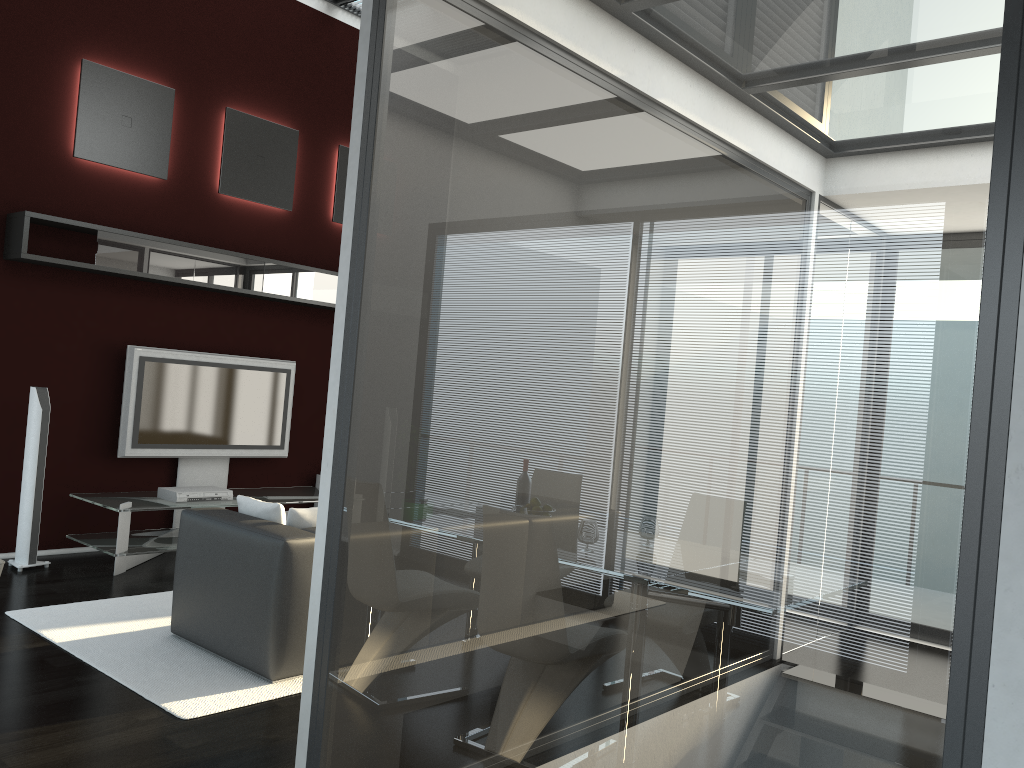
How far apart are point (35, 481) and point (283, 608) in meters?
2.7

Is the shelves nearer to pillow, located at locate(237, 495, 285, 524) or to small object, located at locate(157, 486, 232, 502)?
small object, located at locate(157, 486, 232, 502)

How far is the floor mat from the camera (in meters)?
3.75

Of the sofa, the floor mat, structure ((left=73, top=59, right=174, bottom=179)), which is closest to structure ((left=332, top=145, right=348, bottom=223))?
structure ((left=73, top=59, right=174, bottom=179))

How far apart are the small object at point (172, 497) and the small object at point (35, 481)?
0.81m

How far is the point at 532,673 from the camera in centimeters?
208cm

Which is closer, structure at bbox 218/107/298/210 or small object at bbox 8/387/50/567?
small object at bbox 8/387/50/567

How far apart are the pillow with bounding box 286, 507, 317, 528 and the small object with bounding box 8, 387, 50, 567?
2.40m

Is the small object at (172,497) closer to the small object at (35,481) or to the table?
the table

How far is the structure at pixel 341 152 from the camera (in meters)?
7.77
